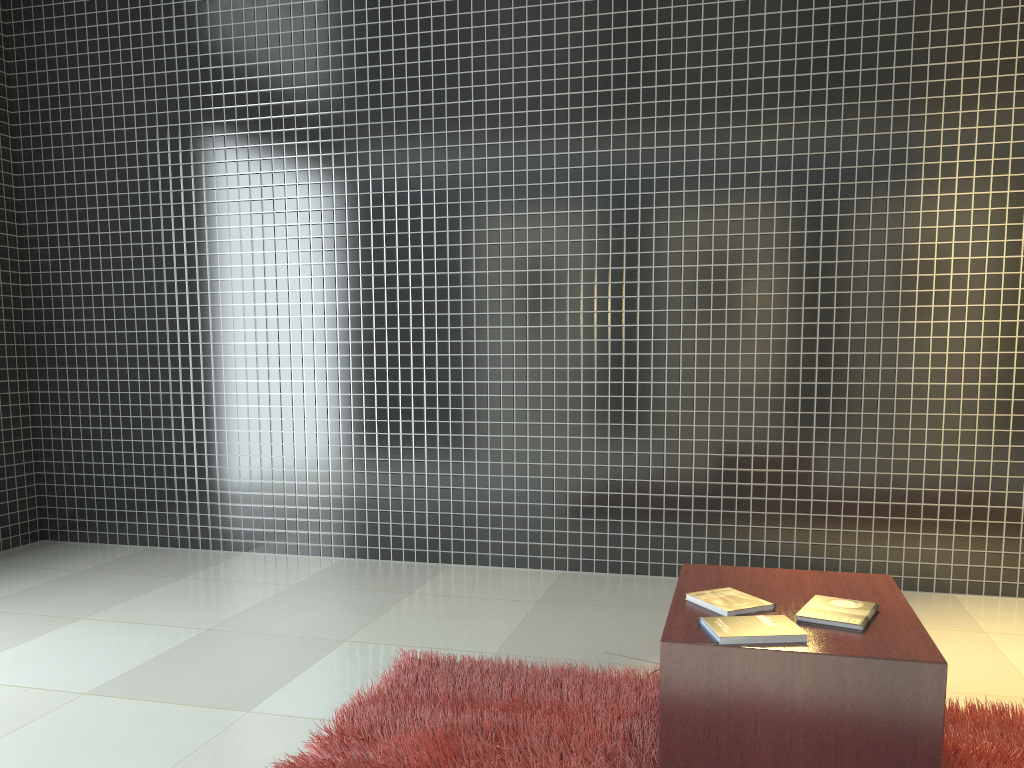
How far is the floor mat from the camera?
2.4m

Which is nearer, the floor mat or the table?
the table

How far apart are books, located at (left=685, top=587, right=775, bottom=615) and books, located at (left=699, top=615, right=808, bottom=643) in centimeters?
8cm

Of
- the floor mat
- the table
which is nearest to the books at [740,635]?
the table

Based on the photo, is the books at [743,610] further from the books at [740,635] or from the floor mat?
the floor mat

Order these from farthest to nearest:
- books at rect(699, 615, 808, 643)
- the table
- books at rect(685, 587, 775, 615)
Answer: books at rect(685, 587, 775, 615), books at rect(699, 615, 808, 643), the table

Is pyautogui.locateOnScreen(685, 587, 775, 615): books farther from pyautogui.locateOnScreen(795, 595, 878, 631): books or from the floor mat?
the floor mat

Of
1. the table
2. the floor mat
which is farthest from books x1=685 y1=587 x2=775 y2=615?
the floor mat

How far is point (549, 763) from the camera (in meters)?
2.41

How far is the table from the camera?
2.0 meters
